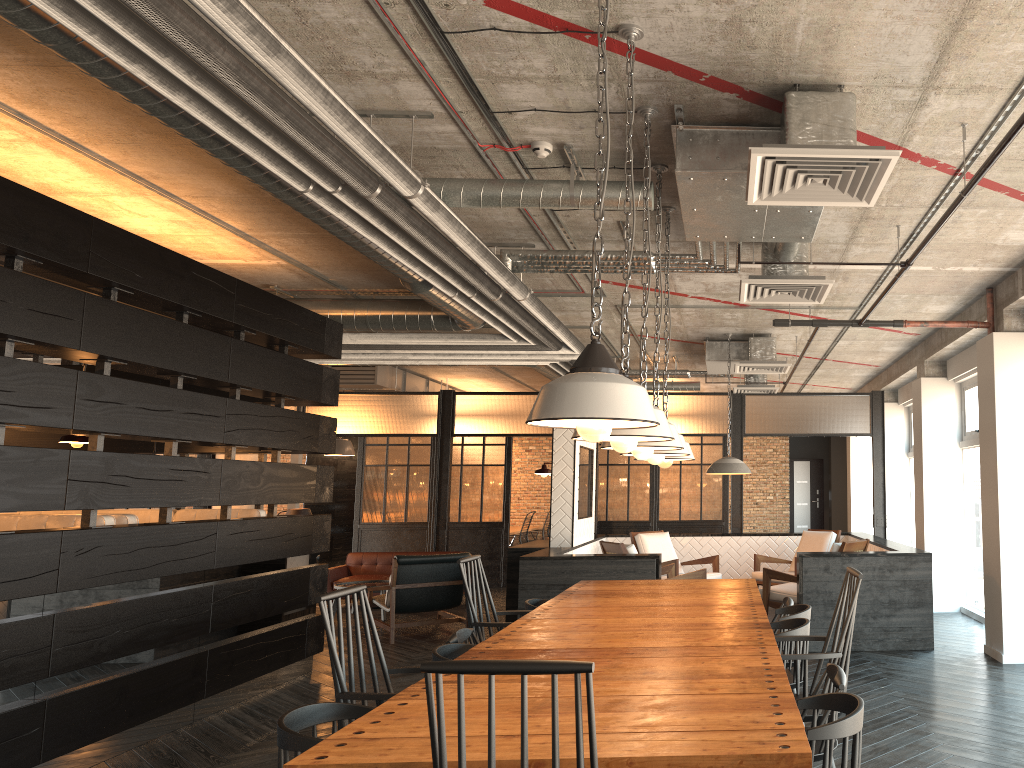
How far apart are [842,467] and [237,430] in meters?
13.6 m

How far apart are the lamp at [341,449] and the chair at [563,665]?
12.9m

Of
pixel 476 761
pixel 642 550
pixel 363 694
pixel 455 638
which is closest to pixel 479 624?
pixel 455 638

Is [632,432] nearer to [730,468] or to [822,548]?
[730,468]

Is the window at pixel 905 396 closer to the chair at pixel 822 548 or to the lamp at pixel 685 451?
the chair at pixel 822 548

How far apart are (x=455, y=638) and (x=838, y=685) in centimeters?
185cm

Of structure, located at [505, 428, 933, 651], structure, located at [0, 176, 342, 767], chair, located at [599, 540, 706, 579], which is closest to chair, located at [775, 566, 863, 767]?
structure, located at [505, 428, 933, 651]

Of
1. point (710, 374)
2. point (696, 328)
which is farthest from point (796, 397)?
point (696, 328)

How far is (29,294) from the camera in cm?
443

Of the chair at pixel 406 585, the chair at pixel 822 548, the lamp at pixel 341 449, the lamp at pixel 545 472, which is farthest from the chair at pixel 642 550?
the lamp at pixel 341 449
